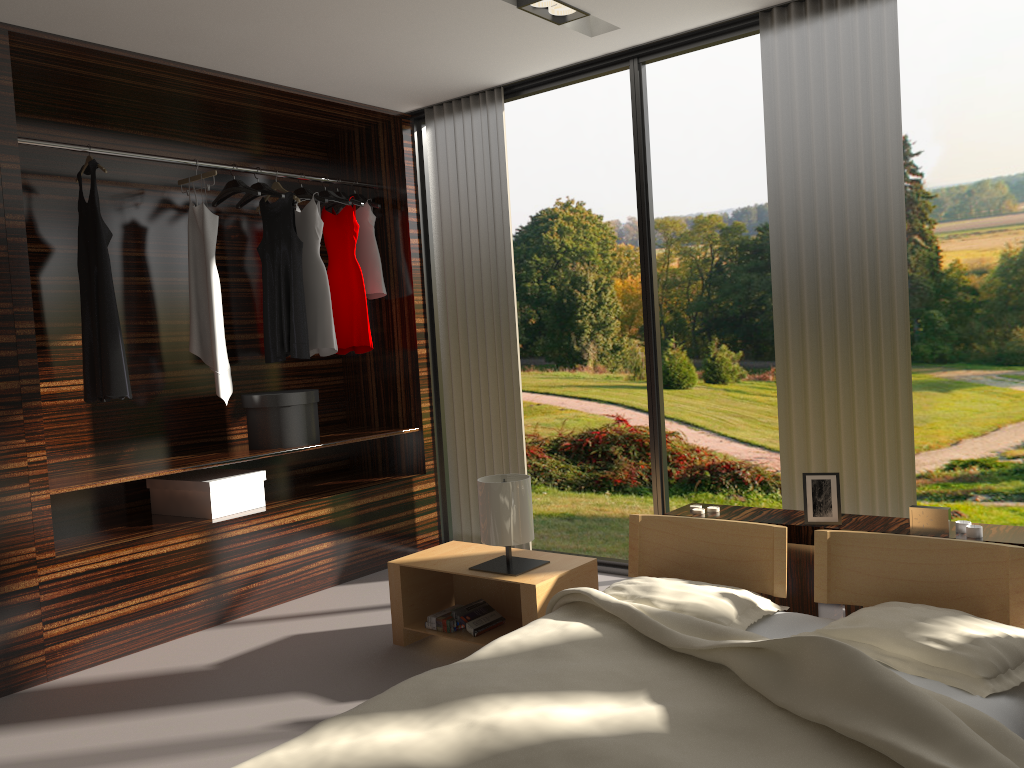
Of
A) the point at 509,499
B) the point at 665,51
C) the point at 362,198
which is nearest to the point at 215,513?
the point at 509,499

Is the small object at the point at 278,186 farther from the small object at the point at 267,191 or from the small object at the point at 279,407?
the small object at the point at 279,407

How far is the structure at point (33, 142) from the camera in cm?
354

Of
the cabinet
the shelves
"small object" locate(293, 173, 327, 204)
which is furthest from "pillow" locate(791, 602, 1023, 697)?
"small object" locate(293, 173, 327, 204)

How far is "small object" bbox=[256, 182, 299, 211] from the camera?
4.5m

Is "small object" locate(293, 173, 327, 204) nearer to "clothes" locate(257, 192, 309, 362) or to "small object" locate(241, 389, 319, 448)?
"clothes" locate(257, 192, 309, 362)

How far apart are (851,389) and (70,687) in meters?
3.1 m

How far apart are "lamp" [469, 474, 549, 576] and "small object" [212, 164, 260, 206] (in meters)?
1.91

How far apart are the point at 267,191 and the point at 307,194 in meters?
0.3 m

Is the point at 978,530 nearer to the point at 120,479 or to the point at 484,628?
the point at 484,628
